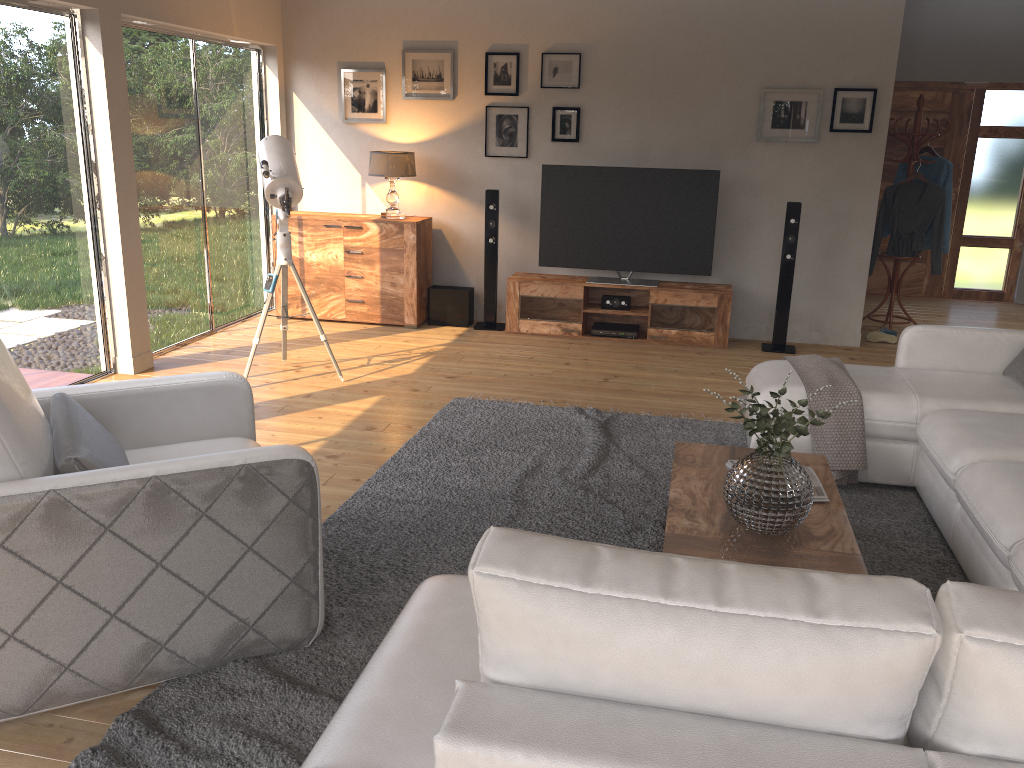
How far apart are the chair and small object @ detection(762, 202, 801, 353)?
4.4m

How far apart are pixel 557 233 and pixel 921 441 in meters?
3.7 m

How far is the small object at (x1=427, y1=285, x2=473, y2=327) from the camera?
7.1 meters

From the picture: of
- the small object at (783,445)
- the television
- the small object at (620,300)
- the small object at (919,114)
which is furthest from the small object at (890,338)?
the small object at (783,445)

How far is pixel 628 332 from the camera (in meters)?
6.81

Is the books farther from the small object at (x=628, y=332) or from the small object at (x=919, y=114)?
the small object at (x=919, y=114)

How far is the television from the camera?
6.5 meters

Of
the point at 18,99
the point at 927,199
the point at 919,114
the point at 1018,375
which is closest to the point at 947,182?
the point at 927,199

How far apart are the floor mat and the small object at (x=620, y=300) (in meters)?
2.01

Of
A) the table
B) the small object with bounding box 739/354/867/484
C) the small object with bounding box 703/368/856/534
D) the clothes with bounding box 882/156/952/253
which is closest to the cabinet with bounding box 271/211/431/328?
the small object with bounding box 739/354/867/484
